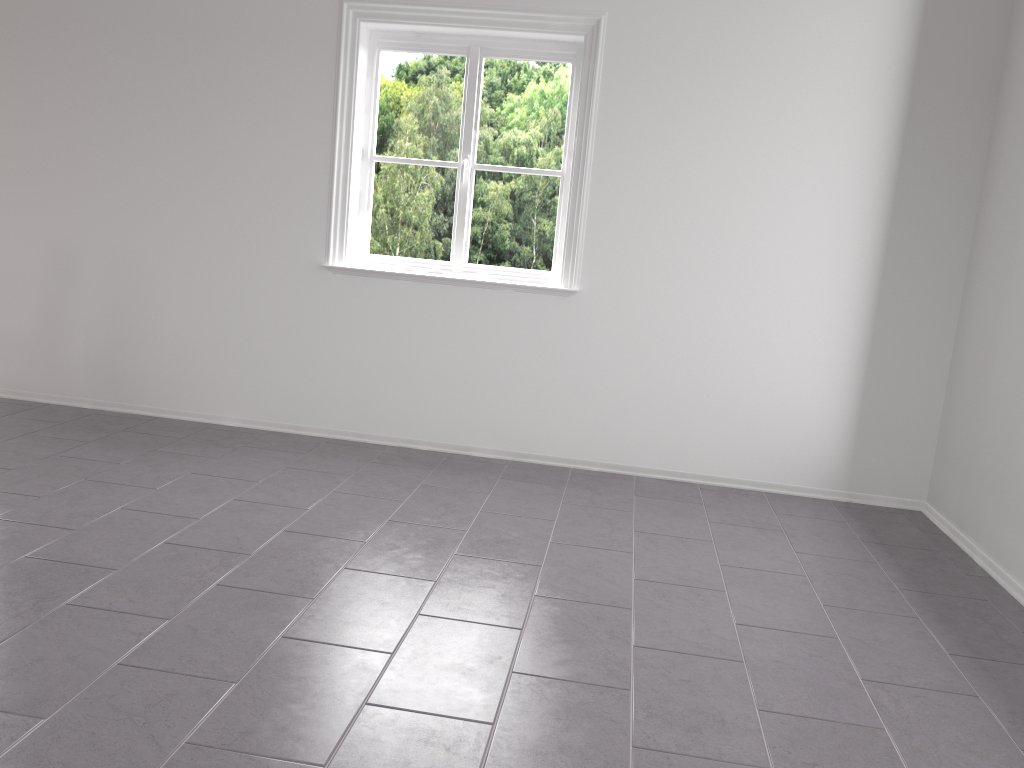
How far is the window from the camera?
4.3 meters

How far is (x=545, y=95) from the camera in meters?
4.3

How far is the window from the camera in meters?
4.3 m
